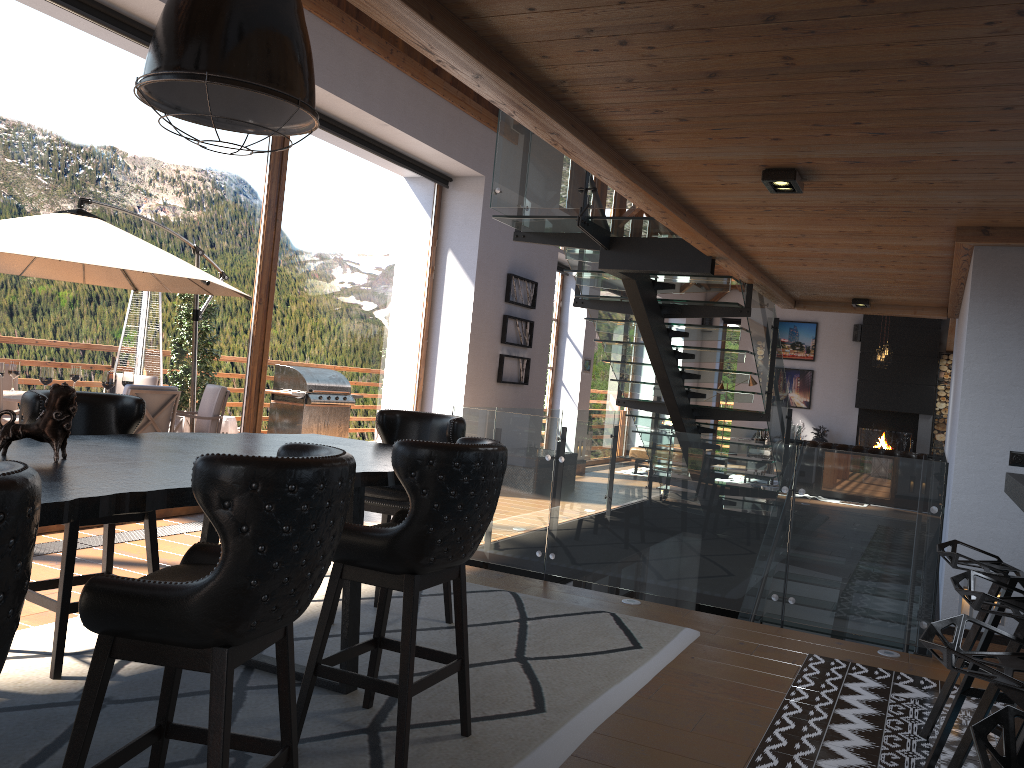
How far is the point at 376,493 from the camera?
4.4 meters

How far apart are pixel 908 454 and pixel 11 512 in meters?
12.6

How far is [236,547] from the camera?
2.0m

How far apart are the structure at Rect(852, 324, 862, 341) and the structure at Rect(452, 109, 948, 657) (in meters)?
7.91

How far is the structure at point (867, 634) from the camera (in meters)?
5.08

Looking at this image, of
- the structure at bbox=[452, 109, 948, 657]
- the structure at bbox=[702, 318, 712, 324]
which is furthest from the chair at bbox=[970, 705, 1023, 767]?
→ the structure at bbox=[702, 318, 712, 324]

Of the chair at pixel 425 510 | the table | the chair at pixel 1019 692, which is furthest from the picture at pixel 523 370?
the chair at pixel 1019 692

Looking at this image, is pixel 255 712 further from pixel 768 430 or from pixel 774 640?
pixel 768 430

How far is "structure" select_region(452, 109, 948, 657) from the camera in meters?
5.1 m

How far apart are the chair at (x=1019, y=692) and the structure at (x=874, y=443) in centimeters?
Answer: 1618cm
